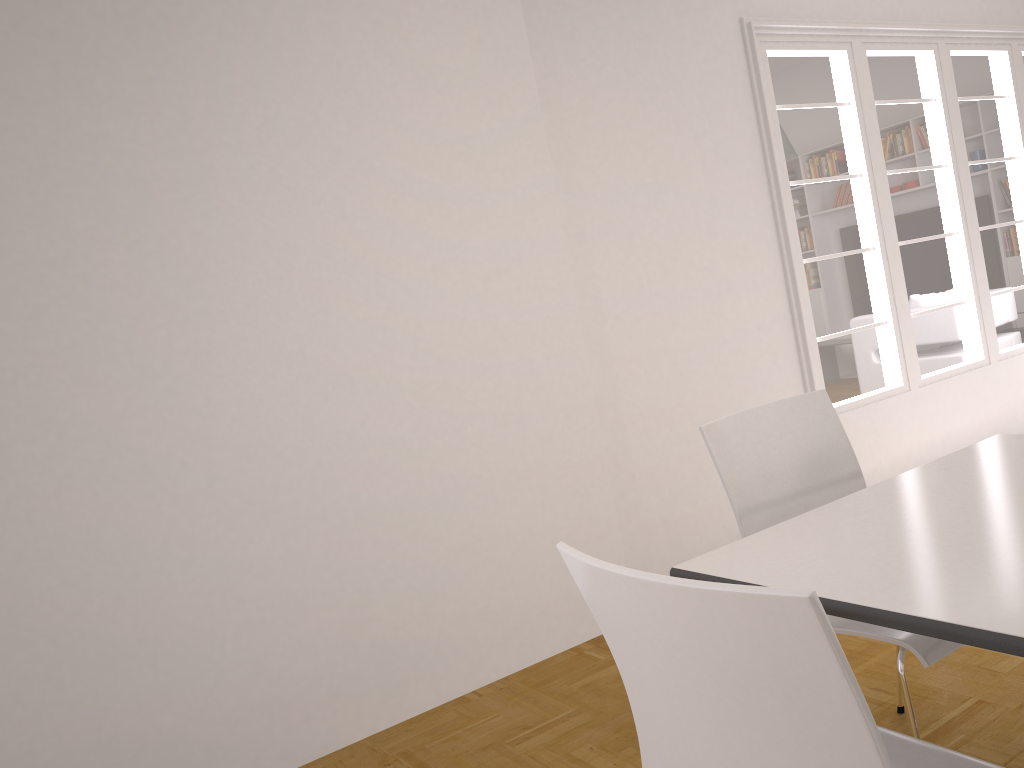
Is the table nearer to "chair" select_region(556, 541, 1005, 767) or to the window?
"chair" select_region(556, 541, 1005, 767)

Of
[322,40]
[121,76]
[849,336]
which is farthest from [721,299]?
[121,76]

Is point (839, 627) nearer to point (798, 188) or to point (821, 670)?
point (821, 670)

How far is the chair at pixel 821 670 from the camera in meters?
1.0 m

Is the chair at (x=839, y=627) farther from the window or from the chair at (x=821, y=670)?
the window

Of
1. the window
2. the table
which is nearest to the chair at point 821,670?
the table

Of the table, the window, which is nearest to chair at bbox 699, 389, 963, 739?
the table

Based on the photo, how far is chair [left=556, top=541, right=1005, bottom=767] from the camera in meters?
1.0 m

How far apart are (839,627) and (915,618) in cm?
67

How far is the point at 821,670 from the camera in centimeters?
98cm
